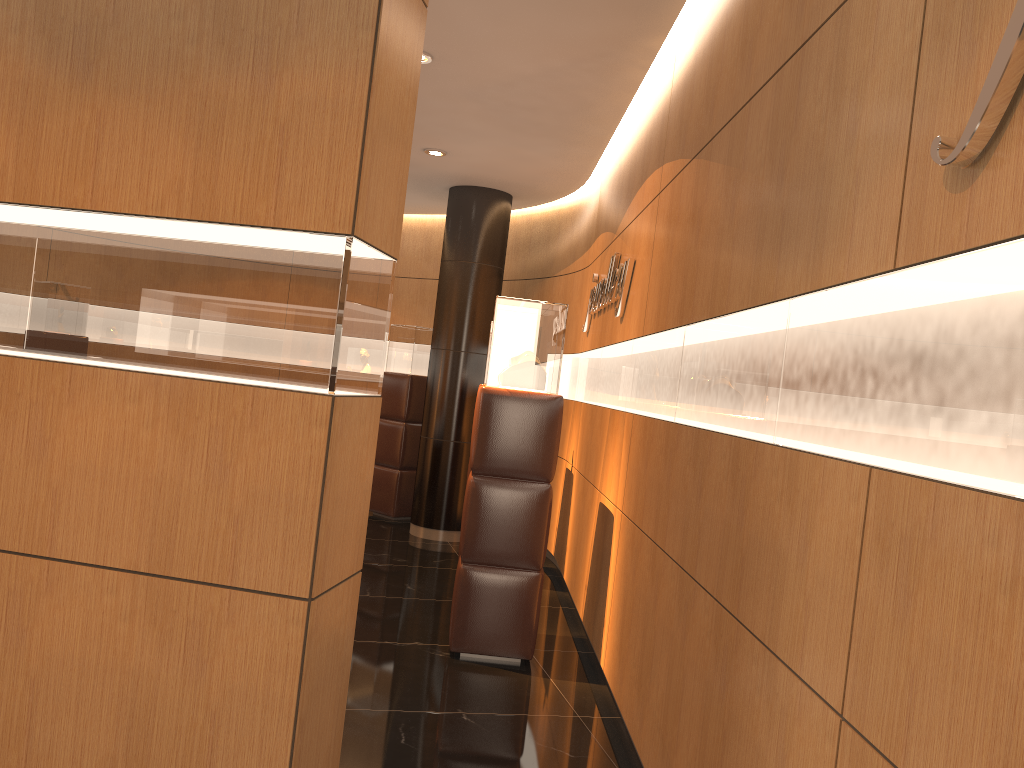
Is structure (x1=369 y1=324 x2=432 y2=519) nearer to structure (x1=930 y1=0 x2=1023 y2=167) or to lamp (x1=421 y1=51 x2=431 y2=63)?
lamp (x1=421 y1=51 x2=431 y2=63)

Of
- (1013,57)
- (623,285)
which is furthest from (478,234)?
(1013,57)

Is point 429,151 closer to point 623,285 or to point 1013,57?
point 623,285

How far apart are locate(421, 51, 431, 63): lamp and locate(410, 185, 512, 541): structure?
3.2m

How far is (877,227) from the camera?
1.9m

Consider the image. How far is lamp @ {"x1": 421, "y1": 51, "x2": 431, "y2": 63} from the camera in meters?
5.0

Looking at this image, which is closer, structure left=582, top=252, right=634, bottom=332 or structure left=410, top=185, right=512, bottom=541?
structure left=582, top=252, right=634, bottom=332

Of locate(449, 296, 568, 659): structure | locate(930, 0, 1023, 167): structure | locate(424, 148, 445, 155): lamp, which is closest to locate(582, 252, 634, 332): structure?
locate(449, 296, 568, 659): structure

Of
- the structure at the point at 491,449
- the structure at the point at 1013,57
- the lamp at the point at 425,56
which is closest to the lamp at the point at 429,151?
the lamp at the point at 425,56

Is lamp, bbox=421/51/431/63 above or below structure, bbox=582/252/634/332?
above
